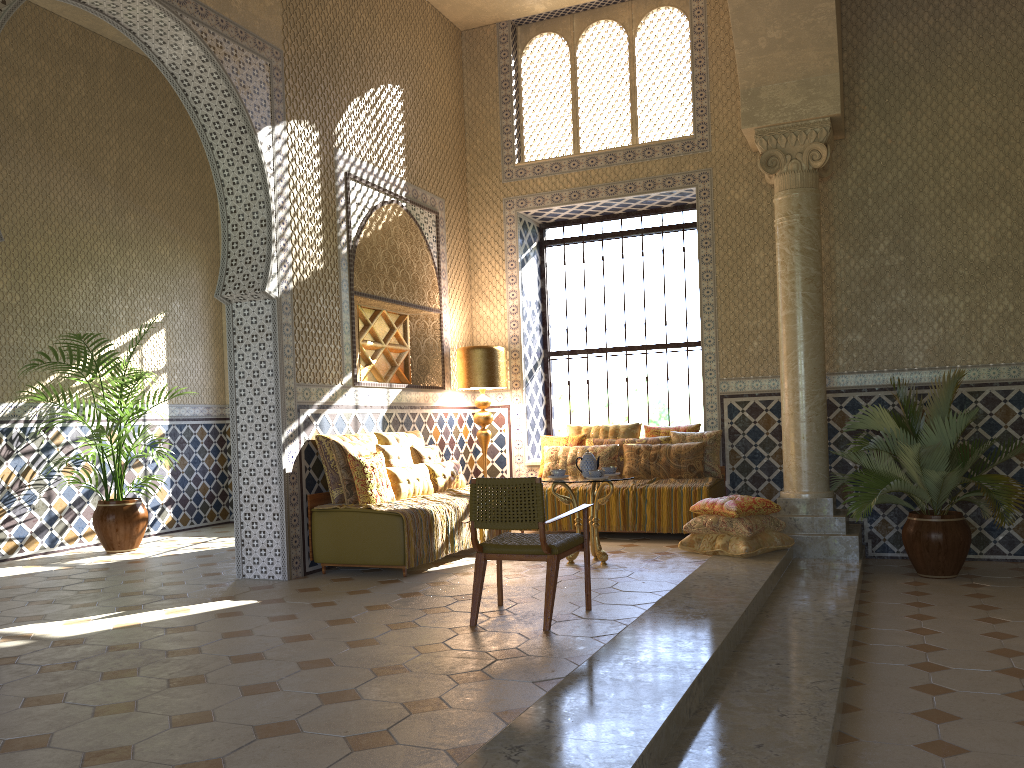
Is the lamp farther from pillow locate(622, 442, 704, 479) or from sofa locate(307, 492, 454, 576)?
sofa locate(307, 492, 454, 576)

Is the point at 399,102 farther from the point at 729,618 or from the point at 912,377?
the point at 729,618

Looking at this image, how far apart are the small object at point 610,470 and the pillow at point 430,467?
2.3m

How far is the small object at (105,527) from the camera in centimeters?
1240cm

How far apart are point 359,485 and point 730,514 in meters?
4.3

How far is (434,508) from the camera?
10.11m

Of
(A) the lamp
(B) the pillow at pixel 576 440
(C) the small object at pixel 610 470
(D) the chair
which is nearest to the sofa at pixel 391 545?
(D) the chair

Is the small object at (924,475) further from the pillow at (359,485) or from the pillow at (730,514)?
the pillow at (359,485)

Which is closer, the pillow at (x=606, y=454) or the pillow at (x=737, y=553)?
the pillow at (x=737, y=553)

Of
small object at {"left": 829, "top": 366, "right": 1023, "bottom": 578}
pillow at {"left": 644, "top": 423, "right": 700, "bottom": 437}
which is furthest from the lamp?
small object at {"left": 829, "top": 366, "right": 1023, "bottom": 578}
